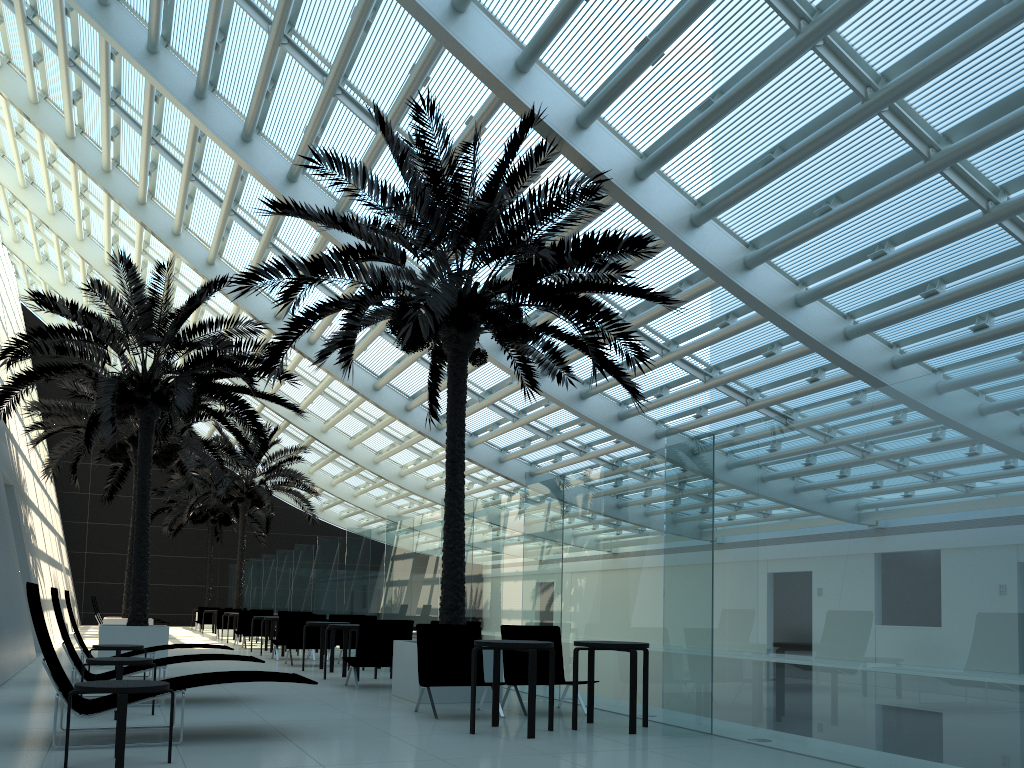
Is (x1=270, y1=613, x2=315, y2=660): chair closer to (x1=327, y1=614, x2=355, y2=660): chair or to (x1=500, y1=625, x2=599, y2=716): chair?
(x1=327, y1=614, x2=355, y2=660): chair

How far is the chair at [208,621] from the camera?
30.0 meters

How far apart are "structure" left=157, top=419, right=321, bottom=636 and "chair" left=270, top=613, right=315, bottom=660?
10.1 meters

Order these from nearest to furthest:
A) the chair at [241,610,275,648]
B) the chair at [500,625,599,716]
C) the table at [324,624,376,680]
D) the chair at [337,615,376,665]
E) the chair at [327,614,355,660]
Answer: the chair at [500,625,599,716] < the table at [324,624,376,680] < the chair at [337,615,376,665] < the chair at [327,614,355,660] < the chair at [241,610,275,648]

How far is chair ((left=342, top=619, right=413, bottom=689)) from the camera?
10.6m

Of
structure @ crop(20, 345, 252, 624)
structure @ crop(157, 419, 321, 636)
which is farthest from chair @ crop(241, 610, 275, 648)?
structure @ crop(157, 419, 321, 636)

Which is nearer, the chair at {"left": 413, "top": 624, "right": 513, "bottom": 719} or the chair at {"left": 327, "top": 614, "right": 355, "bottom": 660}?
the chair at {"left": 413, "top": 624, "right": 513, "bottom": 719}

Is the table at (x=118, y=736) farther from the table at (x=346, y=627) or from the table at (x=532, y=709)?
the table at (x=346, y=627)

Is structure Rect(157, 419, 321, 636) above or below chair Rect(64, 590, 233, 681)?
above

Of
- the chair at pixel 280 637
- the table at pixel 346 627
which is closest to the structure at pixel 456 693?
the table at pixel 346 627
